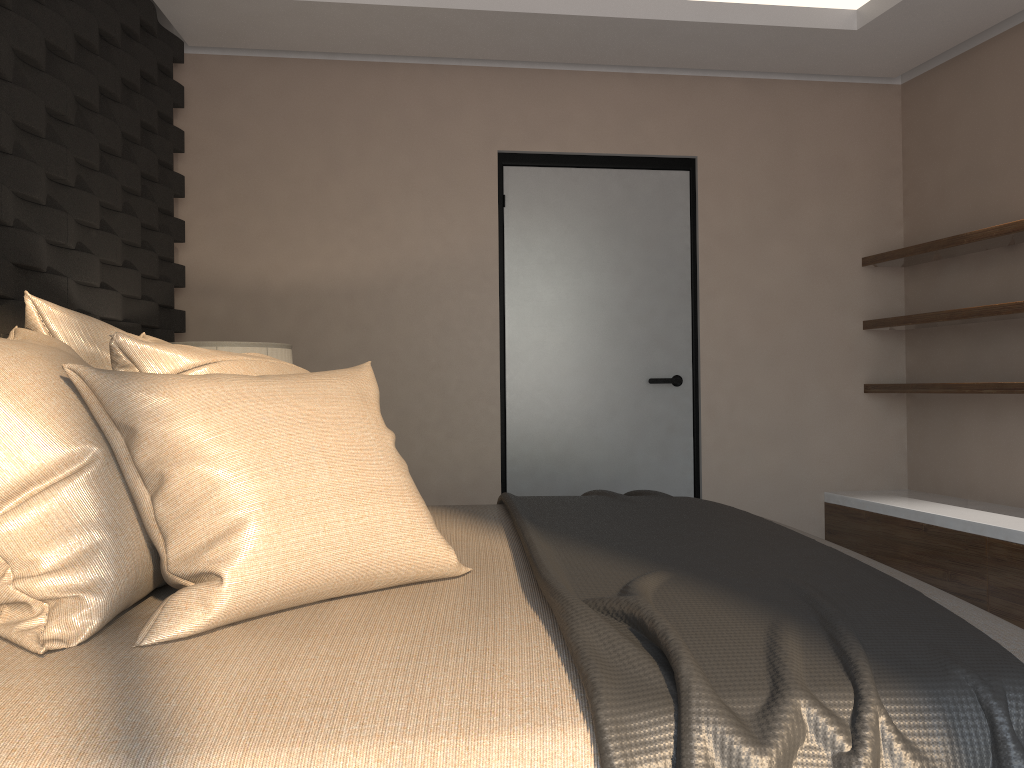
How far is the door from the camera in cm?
435

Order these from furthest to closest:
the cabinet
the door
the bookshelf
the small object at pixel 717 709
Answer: the door → the bookshelf → the cabinet → the small object at pixel 717 709

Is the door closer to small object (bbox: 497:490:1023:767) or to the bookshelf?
the bookshelf

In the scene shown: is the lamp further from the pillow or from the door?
the door

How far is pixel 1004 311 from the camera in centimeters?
347cm

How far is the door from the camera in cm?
435

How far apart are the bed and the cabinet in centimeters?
178cm

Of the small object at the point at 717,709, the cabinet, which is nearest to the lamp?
the small object at the point at 717,709

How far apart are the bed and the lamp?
1.1m

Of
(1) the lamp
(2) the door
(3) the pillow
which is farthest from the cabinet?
(1) the lamp
